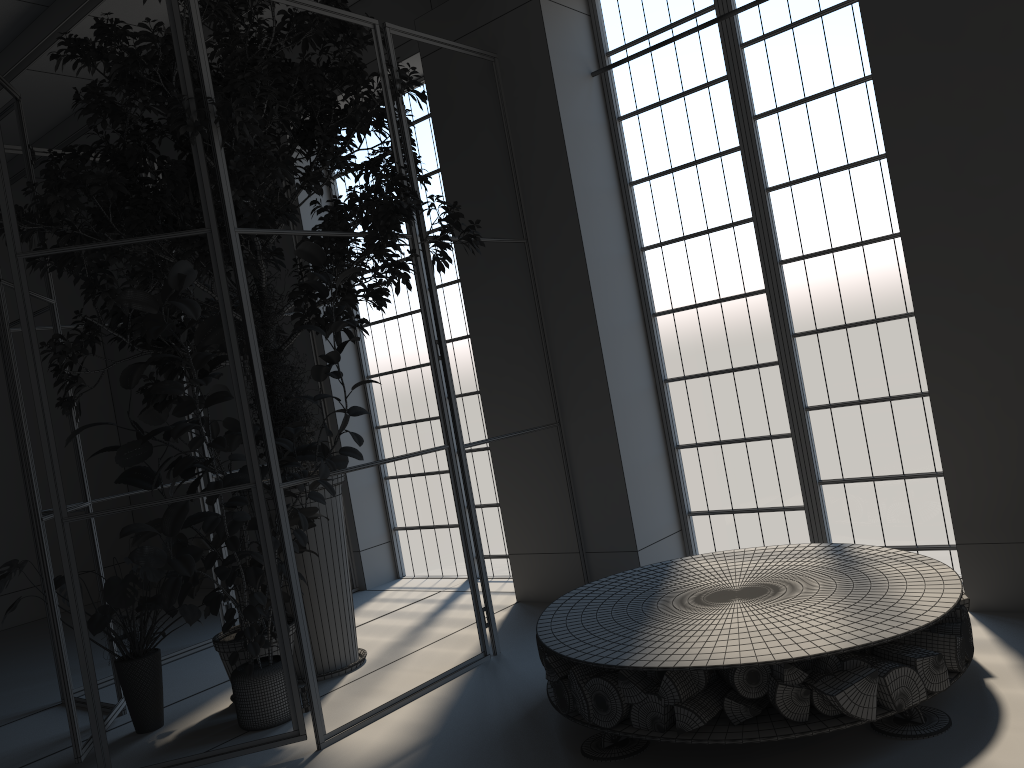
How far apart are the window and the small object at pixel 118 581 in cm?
245

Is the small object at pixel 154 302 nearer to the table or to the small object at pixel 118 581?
the small object at pixel 118 581

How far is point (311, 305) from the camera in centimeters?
465cm

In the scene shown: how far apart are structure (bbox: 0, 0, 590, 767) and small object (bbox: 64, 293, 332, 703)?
0.2 meters

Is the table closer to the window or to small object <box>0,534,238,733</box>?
the window

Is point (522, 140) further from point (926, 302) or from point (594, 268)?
point (926, 302)

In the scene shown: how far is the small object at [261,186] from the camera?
4.1 meters

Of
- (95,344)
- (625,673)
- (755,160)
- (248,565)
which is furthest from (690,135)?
(95,344)

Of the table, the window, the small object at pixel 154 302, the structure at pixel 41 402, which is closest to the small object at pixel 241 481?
the small object at pixel 154 302

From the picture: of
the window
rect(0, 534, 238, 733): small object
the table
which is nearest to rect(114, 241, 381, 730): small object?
rect(0, 534, 238, 733): small object
